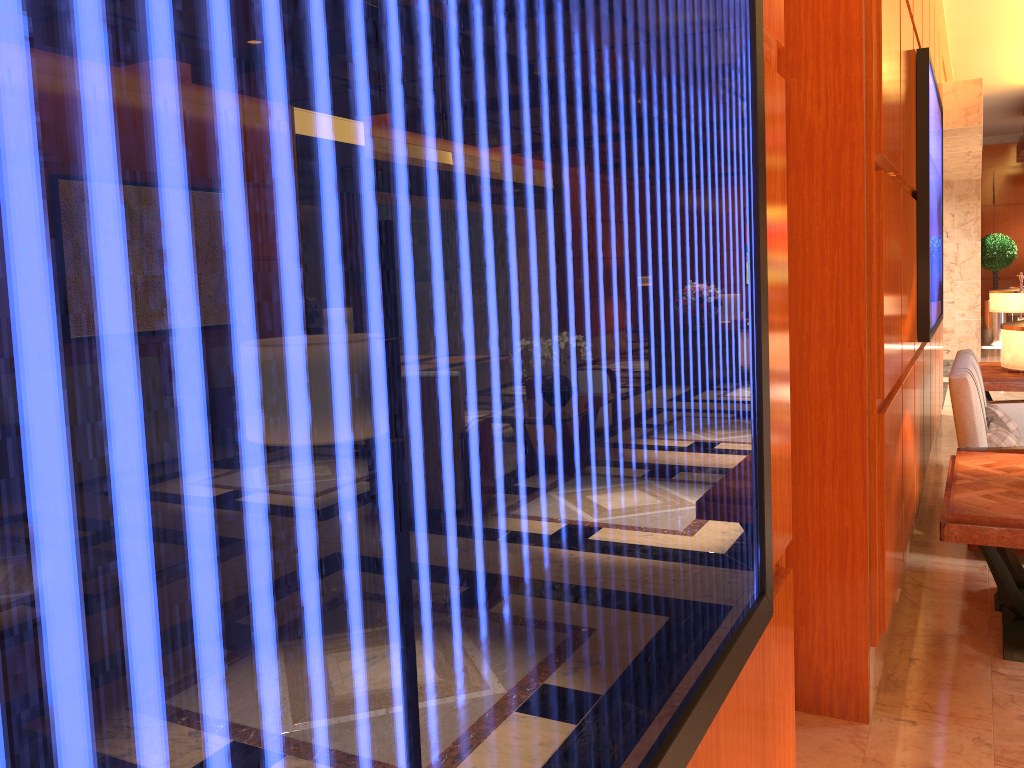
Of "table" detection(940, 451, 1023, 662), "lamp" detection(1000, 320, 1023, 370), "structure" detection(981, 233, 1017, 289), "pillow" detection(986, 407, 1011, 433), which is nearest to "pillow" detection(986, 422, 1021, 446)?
"pillow" detection(986, 407, 1011, 433)

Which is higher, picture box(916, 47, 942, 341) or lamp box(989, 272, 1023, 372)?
picture box(916, 47, 942, 341)

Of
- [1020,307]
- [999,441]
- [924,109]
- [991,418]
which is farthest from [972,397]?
[1020,307]

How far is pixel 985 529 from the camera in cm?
322

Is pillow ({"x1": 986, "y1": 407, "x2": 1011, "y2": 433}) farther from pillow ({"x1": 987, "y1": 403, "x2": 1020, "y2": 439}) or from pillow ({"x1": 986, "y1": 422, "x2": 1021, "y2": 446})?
pillow ({"x1": 987, "y1": 403, "x2": 1020, "y2": 439})

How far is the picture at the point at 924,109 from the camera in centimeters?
434cm

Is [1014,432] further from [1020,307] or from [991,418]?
[1020,307]

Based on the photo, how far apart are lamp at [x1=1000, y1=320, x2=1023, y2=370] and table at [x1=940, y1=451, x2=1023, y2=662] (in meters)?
0.51

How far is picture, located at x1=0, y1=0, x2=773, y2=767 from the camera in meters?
0.2

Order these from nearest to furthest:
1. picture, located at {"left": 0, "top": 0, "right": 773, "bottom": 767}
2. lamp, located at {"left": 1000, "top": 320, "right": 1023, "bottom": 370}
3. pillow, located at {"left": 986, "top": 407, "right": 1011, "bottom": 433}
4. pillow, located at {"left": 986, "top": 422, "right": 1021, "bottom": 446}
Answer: picture, located at {"left": 0, "top": 0, "right": 773, "bottom": 767}
lamp, located at {"left": 1000, "top": 320, "right": 1023, "bottom": 370}
pillow, located at {"left": 986, "top": 422, "right": 1021, "bottom": 446}
pillow, located at {"left": 986, "top": 407, "right": 1011, "bottom": 433}
